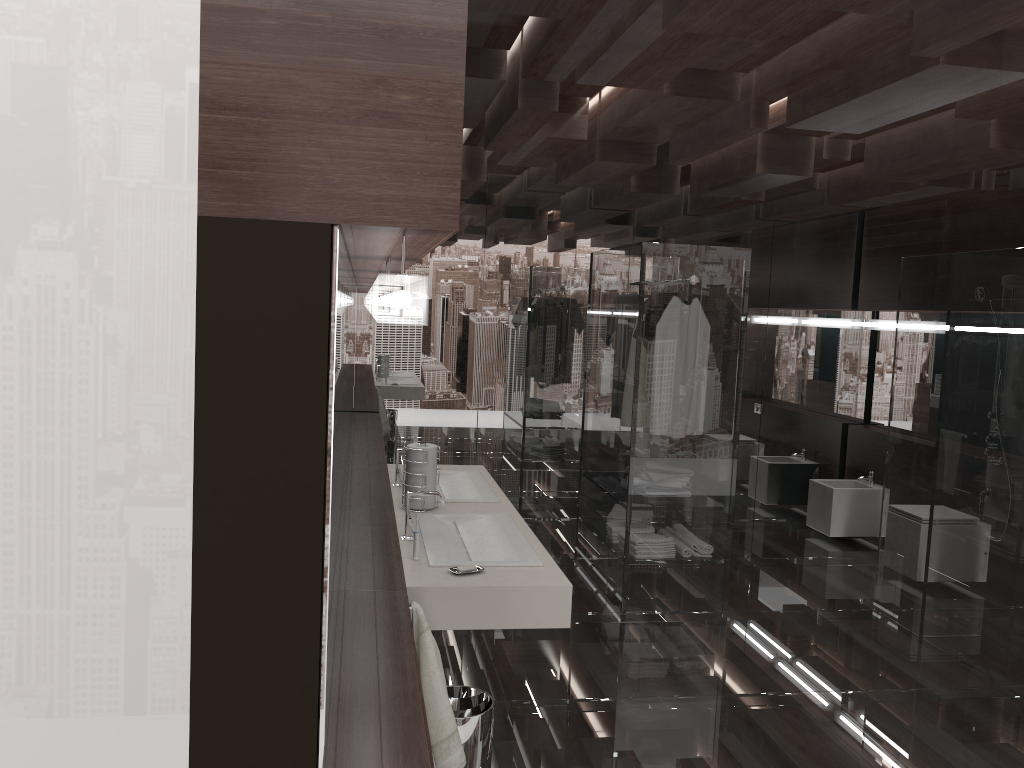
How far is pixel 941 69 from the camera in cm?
268

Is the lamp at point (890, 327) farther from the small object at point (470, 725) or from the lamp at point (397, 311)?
the small object at point (470, 725)

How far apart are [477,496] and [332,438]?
2.4 meters

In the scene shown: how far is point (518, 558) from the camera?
2.83m

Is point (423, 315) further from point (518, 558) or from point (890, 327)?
point (890, 327)

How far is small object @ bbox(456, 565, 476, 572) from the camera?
2.7m

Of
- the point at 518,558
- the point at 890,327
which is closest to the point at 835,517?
the point at 890,327

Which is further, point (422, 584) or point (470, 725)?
point (470, 725)

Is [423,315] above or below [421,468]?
above

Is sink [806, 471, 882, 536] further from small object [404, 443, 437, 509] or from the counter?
small object [404, 443, 437, 509]
